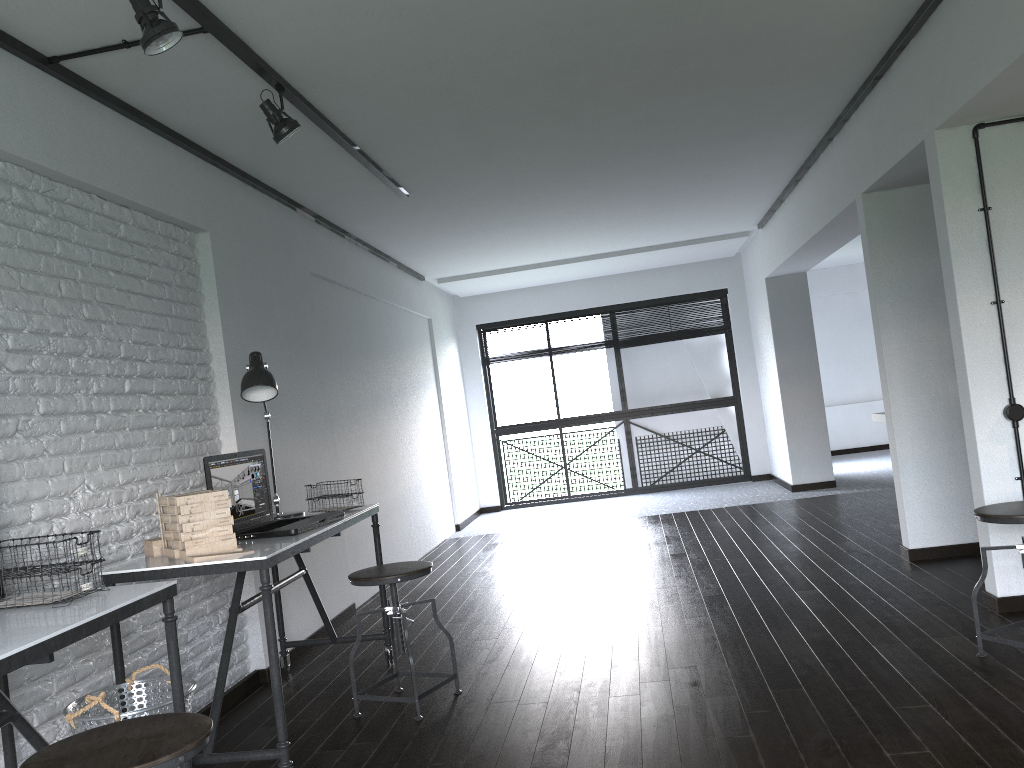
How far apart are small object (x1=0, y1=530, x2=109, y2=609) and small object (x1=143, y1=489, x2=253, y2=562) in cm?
43

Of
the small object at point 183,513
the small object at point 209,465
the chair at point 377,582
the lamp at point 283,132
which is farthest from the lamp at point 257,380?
the lamp at point 283,132

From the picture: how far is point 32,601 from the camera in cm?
213

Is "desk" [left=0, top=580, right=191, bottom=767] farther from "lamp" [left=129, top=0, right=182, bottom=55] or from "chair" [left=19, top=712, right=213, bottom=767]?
"lamp" [left=129, top=0, right=182, bottom=55]

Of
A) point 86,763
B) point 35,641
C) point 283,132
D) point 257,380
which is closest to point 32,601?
point 35,641

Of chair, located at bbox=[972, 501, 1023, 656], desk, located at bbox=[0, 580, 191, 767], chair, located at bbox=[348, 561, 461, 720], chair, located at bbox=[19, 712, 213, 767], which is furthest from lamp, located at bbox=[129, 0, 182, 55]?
chair, located at bbox=[972, 501, 1023, 656]

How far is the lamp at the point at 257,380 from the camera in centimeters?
352cm

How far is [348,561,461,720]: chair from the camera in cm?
321

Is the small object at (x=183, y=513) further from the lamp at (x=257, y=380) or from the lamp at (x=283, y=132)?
the lamp at (x=283, y=132)

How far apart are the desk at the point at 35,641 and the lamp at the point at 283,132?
1.73m
